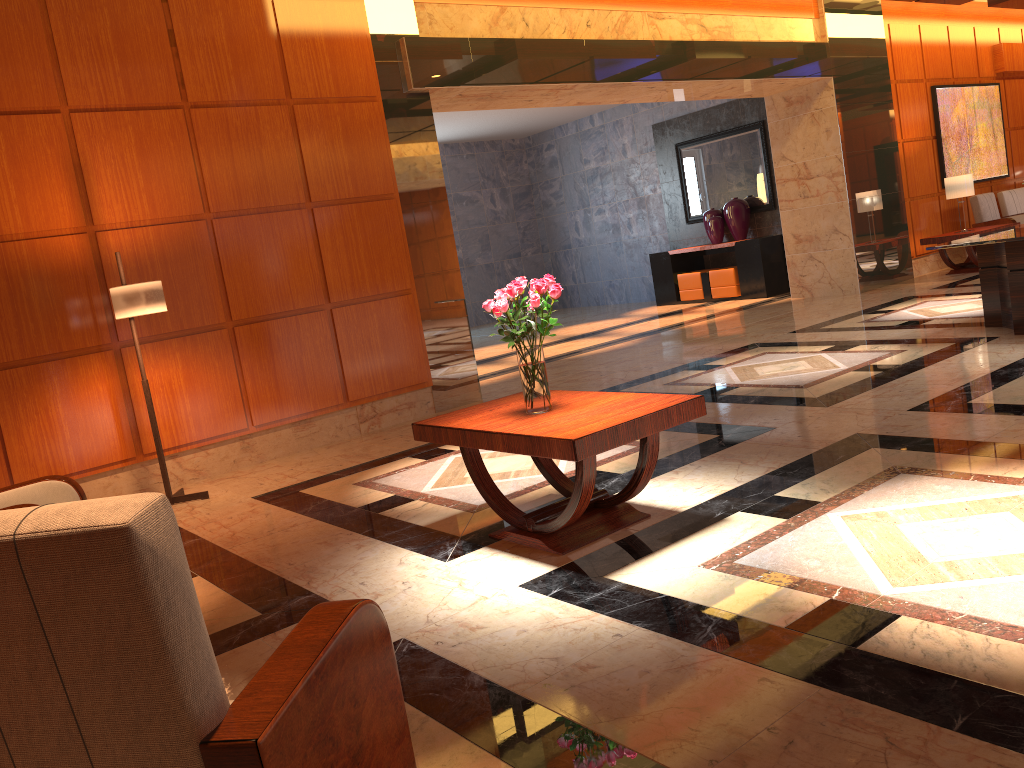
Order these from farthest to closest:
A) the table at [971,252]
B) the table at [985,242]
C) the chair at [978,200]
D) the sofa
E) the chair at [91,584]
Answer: the sofa < the chair at [978,200] < the table at [971,252] < the table at [985,242] < the chair at [91,584]

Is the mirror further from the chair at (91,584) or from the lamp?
the chair at (91,584)

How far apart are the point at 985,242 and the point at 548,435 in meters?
4.8

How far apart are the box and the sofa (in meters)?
4.11

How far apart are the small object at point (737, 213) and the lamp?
9.78m

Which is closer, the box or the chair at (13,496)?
the chair at (13,496)

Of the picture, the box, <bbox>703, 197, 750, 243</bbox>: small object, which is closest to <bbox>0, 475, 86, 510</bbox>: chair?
the box

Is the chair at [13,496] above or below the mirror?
below

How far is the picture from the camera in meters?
12.6 m

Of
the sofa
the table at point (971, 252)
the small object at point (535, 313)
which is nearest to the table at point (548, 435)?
the small object at point (535, 313)
